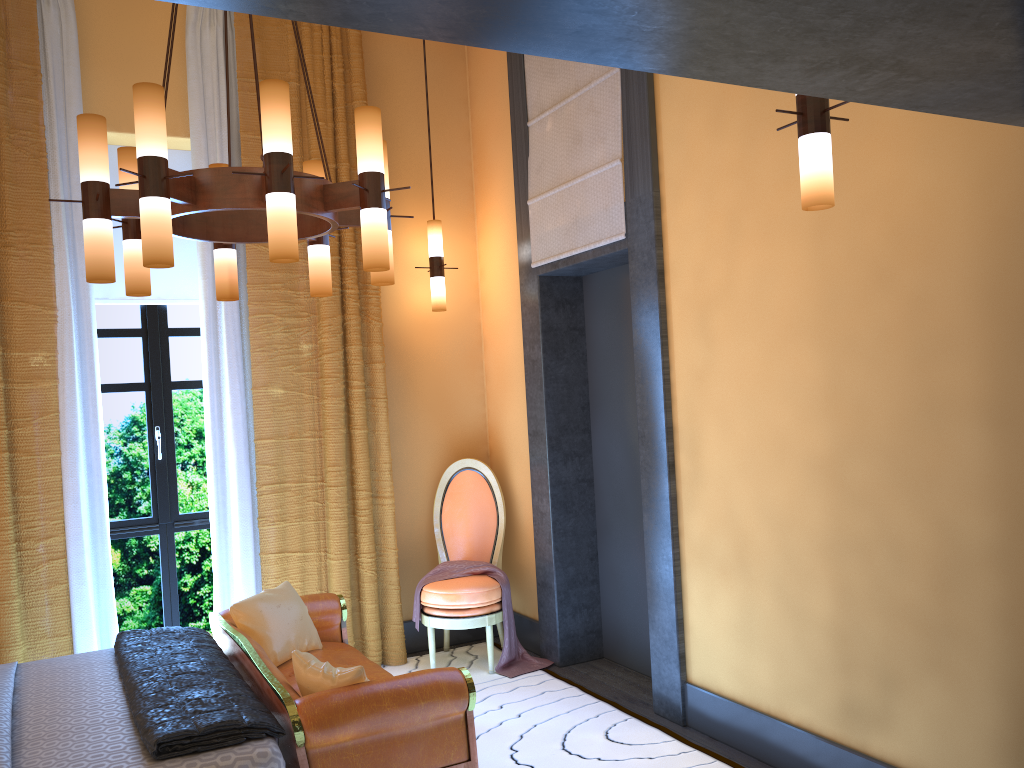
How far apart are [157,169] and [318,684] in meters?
1.7

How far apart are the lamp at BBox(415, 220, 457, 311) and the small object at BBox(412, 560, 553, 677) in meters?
1.5 m

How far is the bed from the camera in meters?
2.5 m

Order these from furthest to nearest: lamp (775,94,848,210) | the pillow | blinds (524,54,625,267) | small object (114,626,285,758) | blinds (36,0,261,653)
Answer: blinds (36,0,261,653), blinds (524,54,625,267), the pillow, small object (114,626,285,758), lamp (775,94,848,210)

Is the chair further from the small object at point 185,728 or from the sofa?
the small object at point 185,728

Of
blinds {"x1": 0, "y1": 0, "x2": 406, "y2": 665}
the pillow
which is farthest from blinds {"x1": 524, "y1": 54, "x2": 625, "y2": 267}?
the pillow

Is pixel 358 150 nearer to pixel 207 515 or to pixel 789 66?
pixel 789 66

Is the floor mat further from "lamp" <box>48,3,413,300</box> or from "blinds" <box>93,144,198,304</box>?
"blinds" <box>93,144,198,304</box>

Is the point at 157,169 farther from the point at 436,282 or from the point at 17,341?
the point at 436,282

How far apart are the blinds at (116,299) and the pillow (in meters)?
1.84
